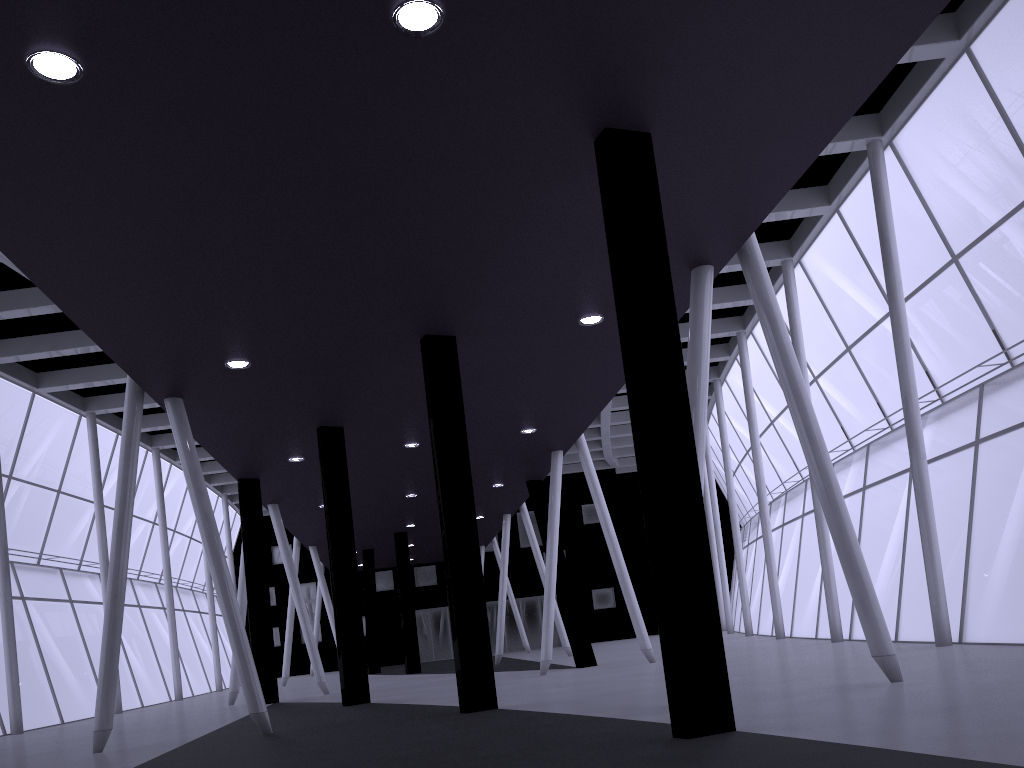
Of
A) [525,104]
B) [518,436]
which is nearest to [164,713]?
[518,436]
